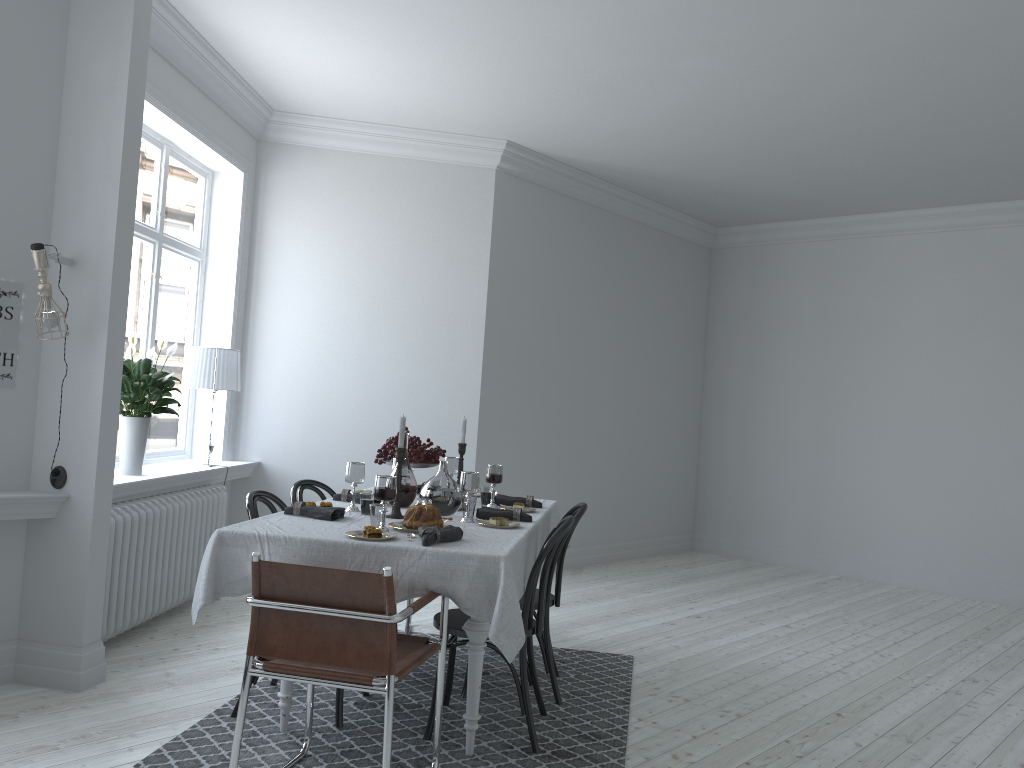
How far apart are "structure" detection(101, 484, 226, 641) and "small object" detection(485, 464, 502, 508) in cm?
179

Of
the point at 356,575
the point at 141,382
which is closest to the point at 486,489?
the point at 356,575

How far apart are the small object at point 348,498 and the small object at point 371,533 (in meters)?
1.10

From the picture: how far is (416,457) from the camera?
4.5 meters

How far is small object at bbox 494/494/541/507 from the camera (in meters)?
4.50

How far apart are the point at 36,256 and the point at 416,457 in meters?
1.9 m

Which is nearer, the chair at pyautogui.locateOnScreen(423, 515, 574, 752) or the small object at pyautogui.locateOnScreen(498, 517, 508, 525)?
the chair at pyautogui.locateOnScreen(423, 515, 574, 752)

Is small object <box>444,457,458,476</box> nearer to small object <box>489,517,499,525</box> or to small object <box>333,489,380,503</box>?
small object <box>333,489,380,503</box>

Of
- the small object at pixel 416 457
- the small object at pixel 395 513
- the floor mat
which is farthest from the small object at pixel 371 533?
the small object at pixel 416 457

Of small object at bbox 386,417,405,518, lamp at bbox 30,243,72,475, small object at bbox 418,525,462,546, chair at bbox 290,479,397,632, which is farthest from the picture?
small object at bbox 418,525,462,546
